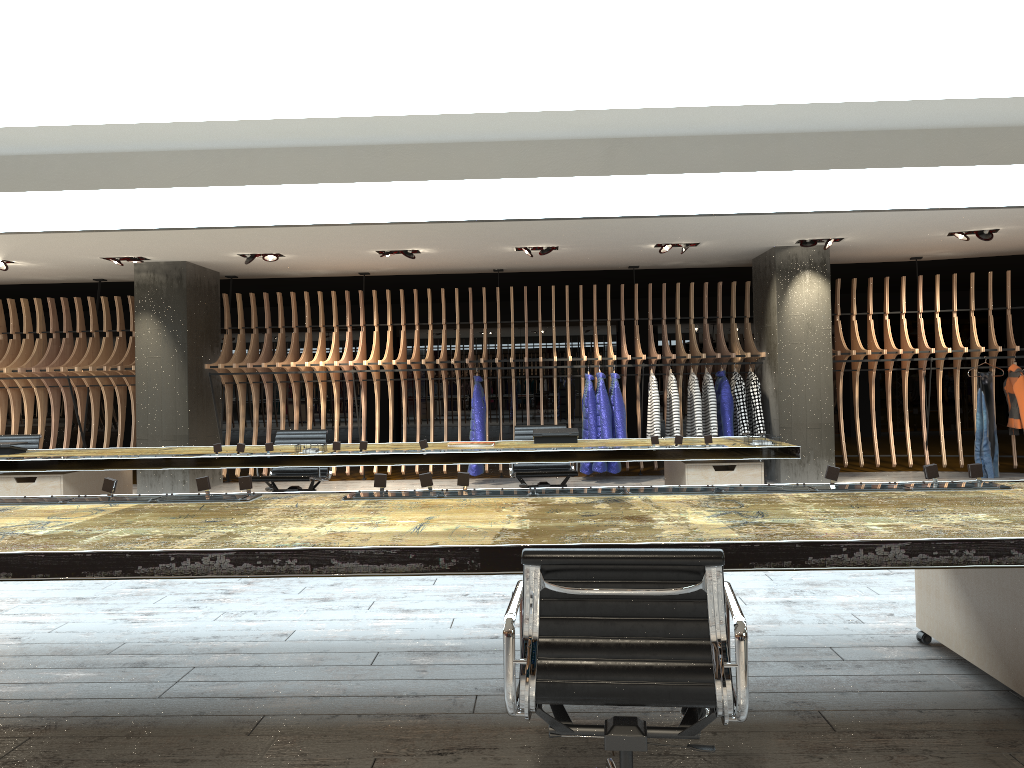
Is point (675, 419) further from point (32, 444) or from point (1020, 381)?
point (32, 444)

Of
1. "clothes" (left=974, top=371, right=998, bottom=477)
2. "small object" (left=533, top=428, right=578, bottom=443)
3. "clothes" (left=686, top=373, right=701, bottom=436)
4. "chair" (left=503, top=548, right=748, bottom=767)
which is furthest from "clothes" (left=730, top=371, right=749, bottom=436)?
"chair" (left=503, top=548, right=748, bottom=767)

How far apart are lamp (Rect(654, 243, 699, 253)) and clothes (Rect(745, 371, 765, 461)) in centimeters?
190cm

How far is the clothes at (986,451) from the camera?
10.5m

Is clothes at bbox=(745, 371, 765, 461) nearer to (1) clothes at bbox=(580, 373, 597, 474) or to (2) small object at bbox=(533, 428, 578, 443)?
(1) clothes at bbox=(580, 373, 597, 474)

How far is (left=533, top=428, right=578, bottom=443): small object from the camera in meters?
7.2 m

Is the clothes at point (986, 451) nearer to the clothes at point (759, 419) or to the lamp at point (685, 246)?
the clothes at point (759, 419)

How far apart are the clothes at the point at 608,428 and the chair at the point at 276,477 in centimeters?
384cm

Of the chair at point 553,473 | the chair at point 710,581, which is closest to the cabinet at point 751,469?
the chair at point 553,473

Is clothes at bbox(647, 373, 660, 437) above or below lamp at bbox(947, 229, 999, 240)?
below
